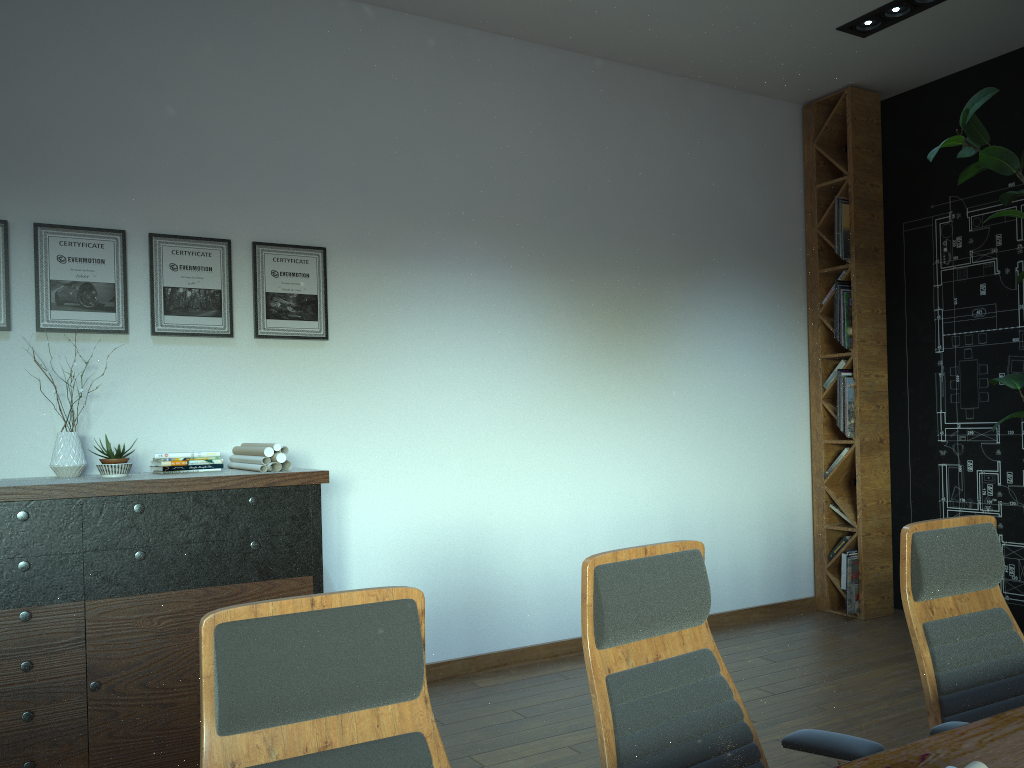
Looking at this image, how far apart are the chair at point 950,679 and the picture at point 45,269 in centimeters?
344cm

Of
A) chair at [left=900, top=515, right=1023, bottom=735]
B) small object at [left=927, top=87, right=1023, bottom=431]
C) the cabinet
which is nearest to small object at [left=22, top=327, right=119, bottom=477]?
the cabinet

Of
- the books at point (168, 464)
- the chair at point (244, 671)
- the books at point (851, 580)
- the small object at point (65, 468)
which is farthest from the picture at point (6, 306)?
the books at point (851, 580)

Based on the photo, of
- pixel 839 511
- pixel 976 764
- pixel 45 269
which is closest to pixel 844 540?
pixel 839 511

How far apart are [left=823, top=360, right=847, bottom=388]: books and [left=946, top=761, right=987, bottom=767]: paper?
5.18m

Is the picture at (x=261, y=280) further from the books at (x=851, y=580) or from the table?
the books at (x=851, y=580)

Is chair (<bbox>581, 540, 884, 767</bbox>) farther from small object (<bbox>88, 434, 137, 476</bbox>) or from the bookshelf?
the bookshelf

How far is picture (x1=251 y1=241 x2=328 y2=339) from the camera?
4.5 meters

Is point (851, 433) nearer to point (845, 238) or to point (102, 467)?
point (845, 238)

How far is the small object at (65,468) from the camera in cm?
379
